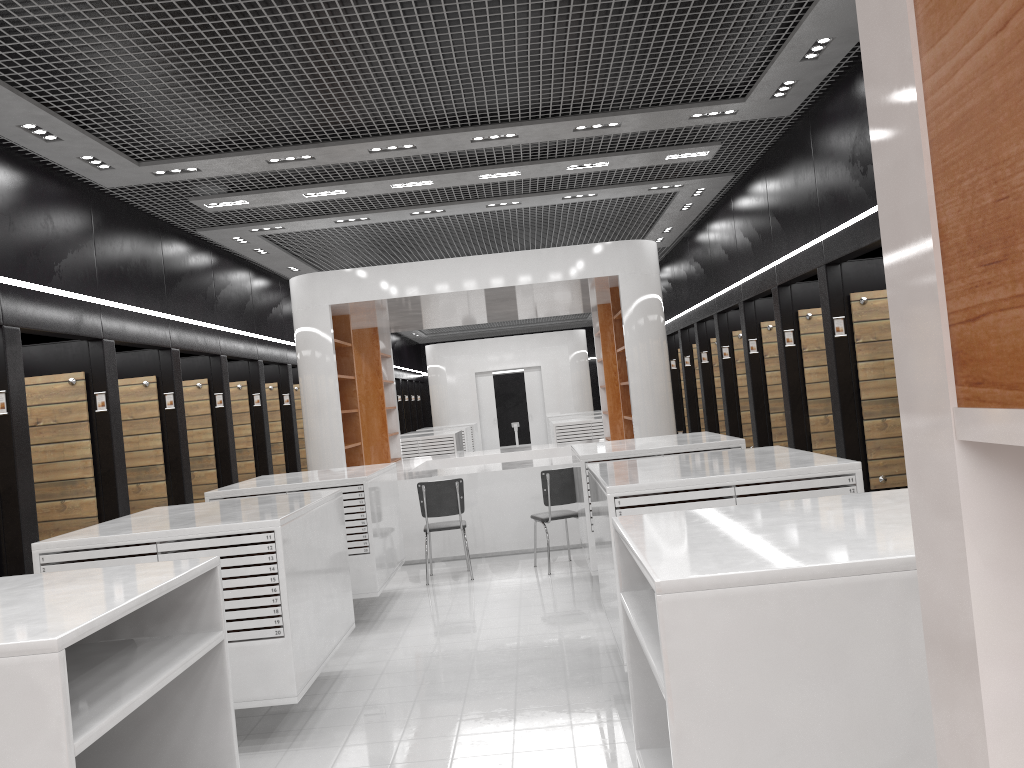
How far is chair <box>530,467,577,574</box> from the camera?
8.5 meters

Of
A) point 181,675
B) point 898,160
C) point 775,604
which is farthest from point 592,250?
point 898,160

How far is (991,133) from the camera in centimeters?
66cm

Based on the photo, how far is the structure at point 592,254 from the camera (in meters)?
9.76

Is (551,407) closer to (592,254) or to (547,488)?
(592,254)

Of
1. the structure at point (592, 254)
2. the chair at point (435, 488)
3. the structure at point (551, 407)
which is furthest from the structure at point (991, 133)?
the structure at point (551, 407)

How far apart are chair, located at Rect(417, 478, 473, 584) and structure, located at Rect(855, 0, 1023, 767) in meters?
7.8 m

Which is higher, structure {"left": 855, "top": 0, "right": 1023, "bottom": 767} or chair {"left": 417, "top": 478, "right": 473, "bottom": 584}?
structure {"left": 855, "top": 0, "right": 1023, "bottom": 767}

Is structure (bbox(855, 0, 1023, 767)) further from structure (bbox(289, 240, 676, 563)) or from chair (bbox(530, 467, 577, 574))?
structure (bbox(289, 240, 676, 563))

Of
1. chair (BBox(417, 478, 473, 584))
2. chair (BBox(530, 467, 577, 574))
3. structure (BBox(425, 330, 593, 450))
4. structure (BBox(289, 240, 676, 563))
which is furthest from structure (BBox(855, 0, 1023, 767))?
structure (BBox(425, 330, 593, 450))
